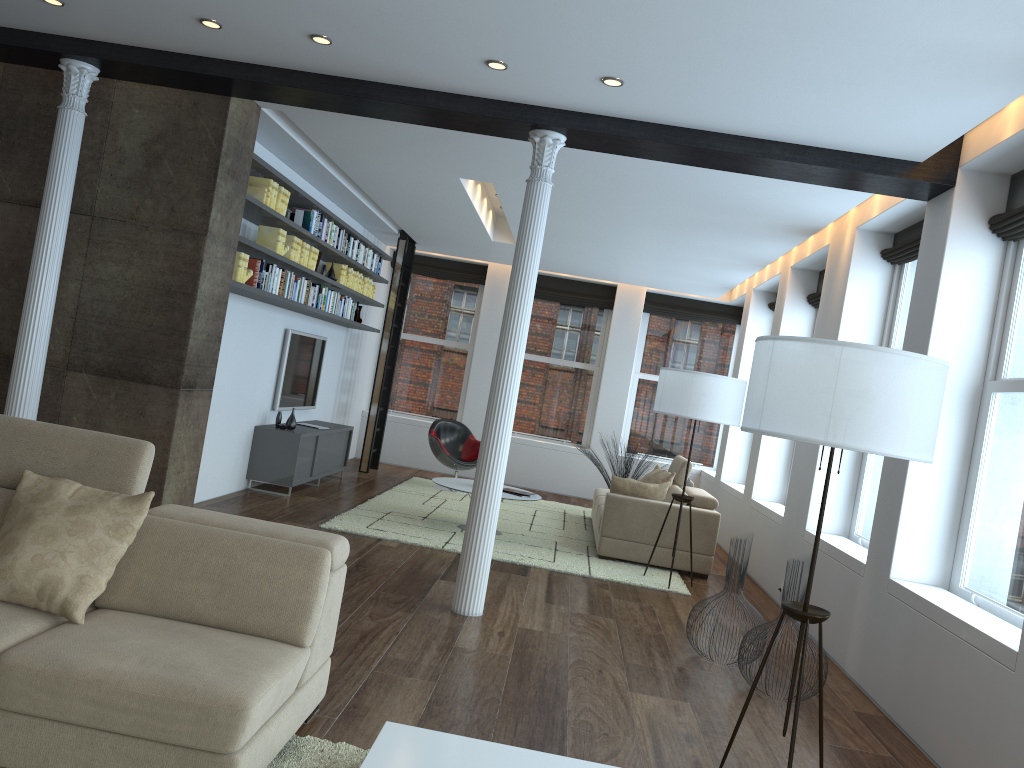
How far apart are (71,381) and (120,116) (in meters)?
1.74

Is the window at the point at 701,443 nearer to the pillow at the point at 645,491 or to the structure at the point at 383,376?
the structure at the point at 383,376

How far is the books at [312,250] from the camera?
8.05m

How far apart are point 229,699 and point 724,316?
10.68m

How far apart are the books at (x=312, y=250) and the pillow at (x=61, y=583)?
5.0 meters

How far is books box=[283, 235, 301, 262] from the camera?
7.5m

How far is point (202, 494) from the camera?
7.3m

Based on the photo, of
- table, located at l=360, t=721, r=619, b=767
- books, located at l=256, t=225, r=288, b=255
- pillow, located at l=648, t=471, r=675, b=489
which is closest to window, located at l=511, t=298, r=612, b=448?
pillow, located at l=648, t=471, r=675, b=489

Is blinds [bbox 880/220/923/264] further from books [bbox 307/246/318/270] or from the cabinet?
the cabinet

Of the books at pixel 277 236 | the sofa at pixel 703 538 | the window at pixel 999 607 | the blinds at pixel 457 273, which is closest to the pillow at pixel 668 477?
the sofa at pixel 703 538
